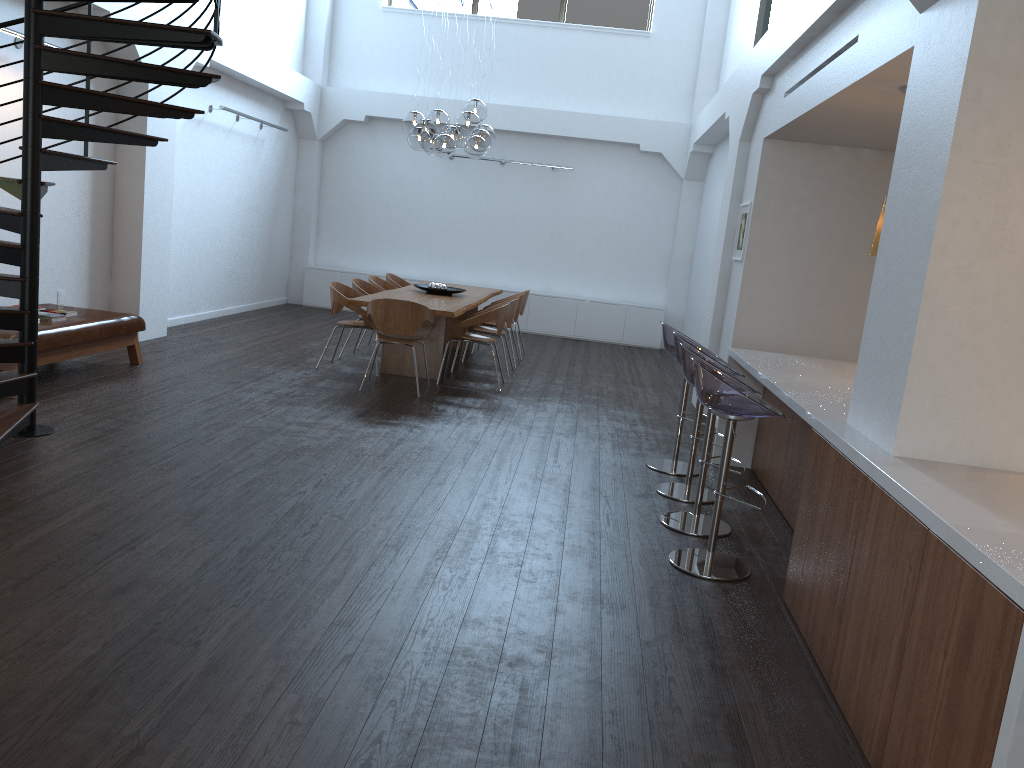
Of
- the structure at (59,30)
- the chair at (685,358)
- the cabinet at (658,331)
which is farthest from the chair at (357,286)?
the chair at (685,358)

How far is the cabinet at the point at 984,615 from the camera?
2.14m

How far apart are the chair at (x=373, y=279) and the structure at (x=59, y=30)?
4.2m

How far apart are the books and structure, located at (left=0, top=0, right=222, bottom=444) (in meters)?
1.33

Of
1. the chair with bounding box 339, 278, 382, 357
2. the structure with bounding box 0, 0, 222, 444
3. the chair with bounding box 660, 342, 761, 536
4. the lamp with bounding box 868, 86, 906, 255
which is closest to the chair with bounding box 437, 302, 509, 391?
the chair with bounding box 339, 278, 382, 357

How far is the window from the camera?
13.48m

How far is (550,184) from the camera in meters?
13.7

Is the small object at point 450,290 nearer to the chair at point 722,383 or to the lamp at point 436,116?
the lamp at point 436,116

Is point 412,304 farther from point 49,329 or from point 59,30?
point 59,30

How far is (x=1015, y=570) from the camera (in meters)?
2.08
